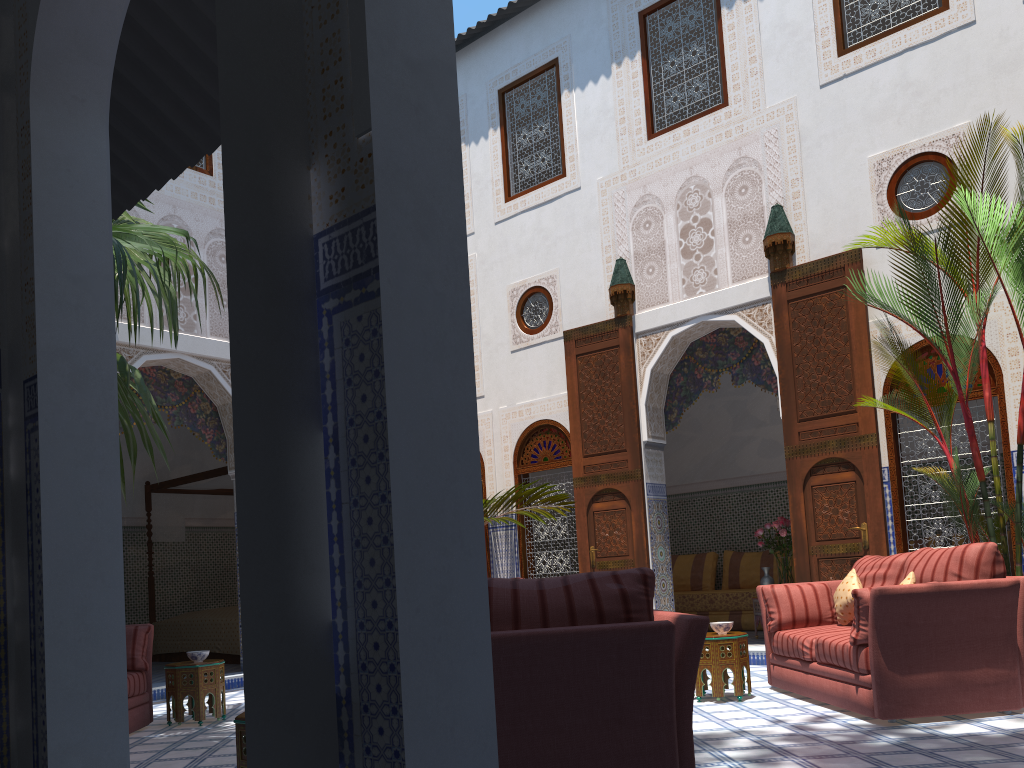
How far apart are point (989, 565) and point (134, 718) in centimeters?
391cm

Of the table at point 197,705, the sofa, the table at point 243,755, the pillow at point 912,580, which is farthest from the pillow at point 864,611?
the table at point 197,705

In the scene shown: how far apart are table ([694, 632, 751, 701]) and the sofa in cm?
17

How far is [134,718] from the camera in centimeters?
423cm

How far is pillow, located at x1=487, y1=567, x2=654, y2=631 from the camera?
Result: 2.0m

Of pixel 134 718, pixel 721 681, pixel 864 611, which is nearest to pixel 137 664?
pixel 134 718

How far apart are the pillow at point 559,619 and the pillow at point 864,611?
1.8m

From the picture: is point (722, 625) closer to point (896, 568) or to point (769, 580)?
point (896, 568)

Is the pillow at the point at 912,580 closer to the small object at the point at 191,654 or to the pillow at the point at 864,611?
the pillow at the point at 864,611

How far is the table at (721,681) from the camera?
4.13m
